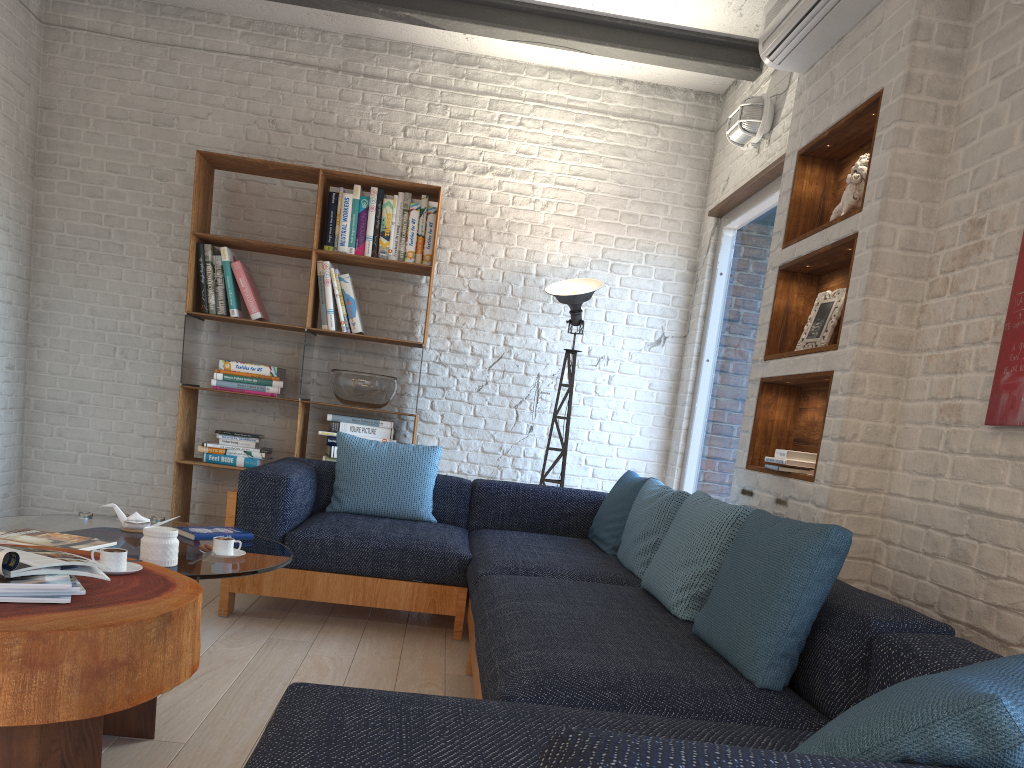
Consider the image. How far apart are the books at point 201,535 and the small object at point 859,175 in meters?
2.5 m

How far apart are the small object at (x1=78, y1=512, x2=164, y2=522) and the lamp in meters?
2.4 m

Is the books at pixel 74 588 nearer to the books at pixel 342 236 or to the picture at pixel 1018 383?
the picture at pixel 1018 383

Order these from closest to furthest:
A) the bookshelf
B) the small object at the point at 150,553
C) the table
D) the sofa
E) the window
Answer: the sofa → the table → the small object at the point at 150,553 → the window → the bookshelf

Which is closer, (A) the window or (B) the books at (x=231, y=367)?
(A) the window

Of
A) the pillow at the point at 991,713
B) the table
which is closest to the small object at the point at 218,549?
the table

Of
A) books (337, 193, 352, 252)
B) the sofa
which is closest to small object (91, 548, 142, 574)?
the sofa

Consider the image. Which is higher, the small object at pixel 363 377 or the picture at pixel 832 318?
the picture at pixel 832 318

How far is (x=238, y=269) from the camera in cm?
505

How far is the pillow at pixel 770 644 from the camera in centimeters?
199cm
